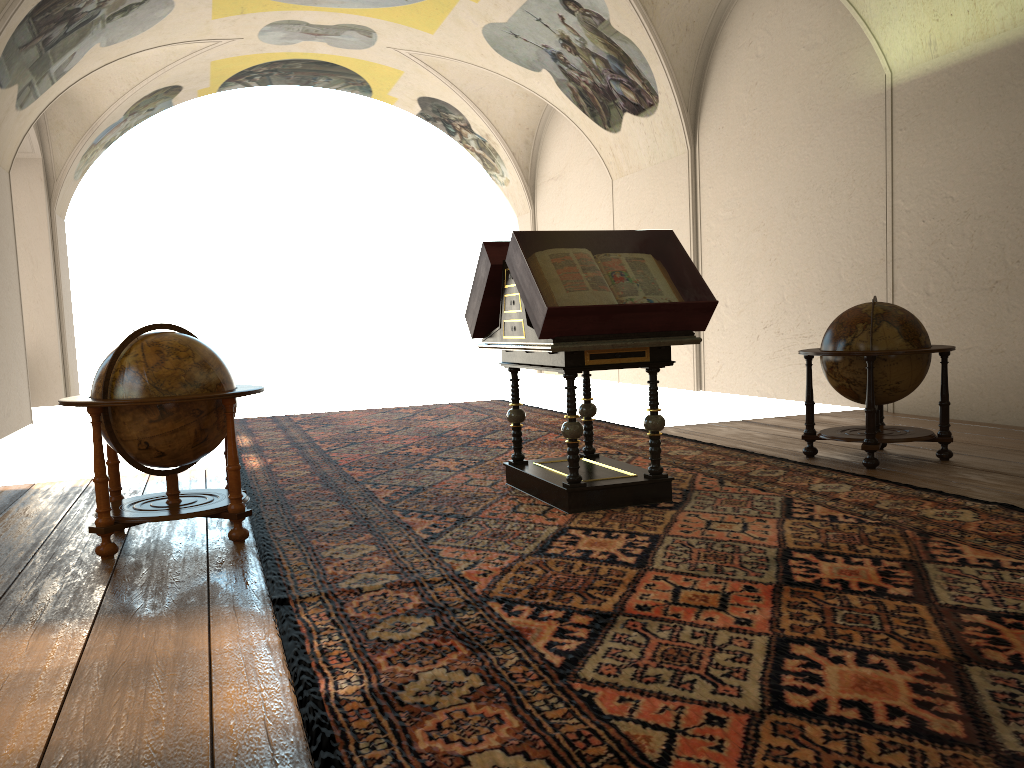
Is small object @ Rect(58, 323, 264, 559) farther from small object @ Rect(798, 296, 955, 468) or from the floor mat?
small object @ Rect(798, 296, 955, 468)

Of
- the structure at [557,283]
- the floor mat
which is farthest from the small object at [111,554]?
the structure at [557,283]

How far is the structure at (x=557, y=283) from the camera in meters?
5.8 m

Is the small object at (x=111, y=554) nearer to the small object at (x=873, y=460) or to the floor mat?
the floor mat

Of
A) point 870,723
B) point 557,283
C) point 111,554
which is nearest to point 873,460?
point 557,283

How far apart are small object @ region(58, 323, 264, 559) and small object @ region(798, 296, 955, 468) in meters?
4.6

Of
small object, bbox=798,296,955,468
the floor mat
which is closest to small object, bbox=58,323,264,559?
the floor mat

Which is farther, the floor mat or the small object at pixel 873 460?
the small object at pixel 873 460

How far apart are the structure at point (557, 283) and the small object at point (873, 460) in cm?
188

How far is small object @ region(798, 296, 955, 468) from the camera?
7.3m
